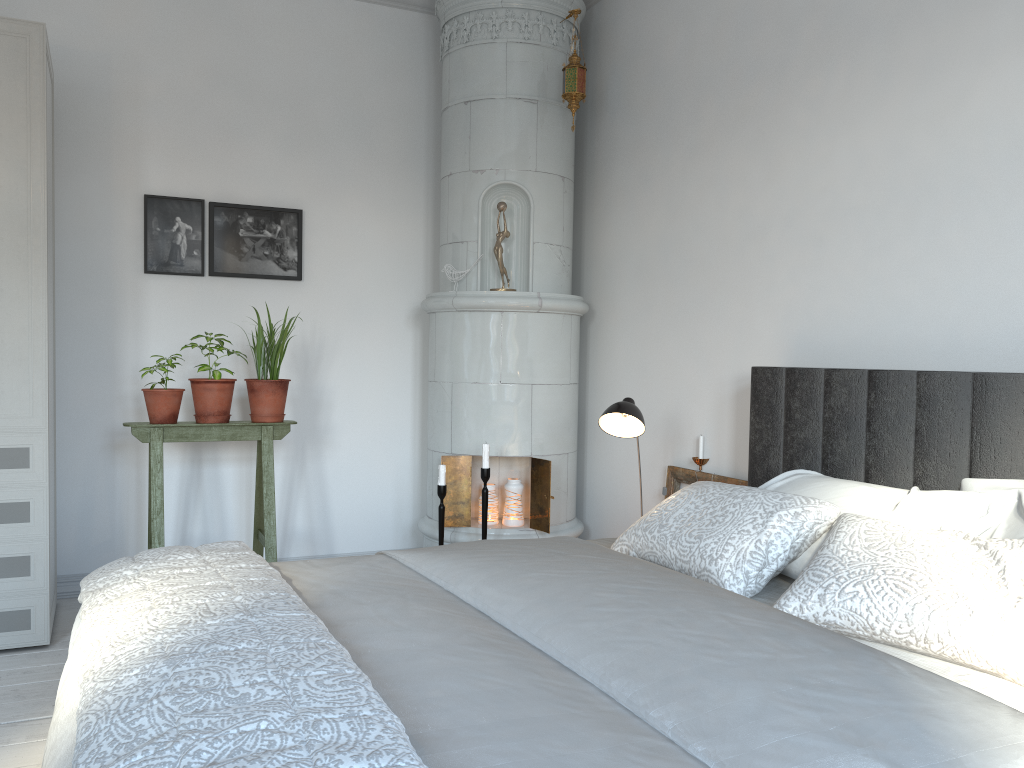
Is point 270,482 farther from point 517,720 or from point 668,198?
point 517,720

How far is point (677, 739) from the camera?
Result: 1.2m

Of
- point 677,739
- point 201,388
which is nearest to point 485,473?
point 201,388

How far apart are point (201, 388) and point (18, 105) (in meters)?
1.18

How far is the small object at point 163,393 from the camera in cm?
346

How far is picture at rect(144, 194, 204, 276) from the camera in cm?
390

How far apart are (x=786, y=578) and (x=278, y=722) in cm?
145

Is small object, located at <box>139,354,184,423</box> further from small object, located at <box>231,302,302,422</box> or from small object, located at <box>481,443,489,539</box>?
small object, located at <box>481,443,489,539</box>

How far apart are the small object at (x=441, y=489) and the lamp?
0.9m

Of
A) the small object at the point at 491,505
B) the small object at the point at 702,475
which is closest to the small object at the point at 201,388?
the small object at the point at 491,505
